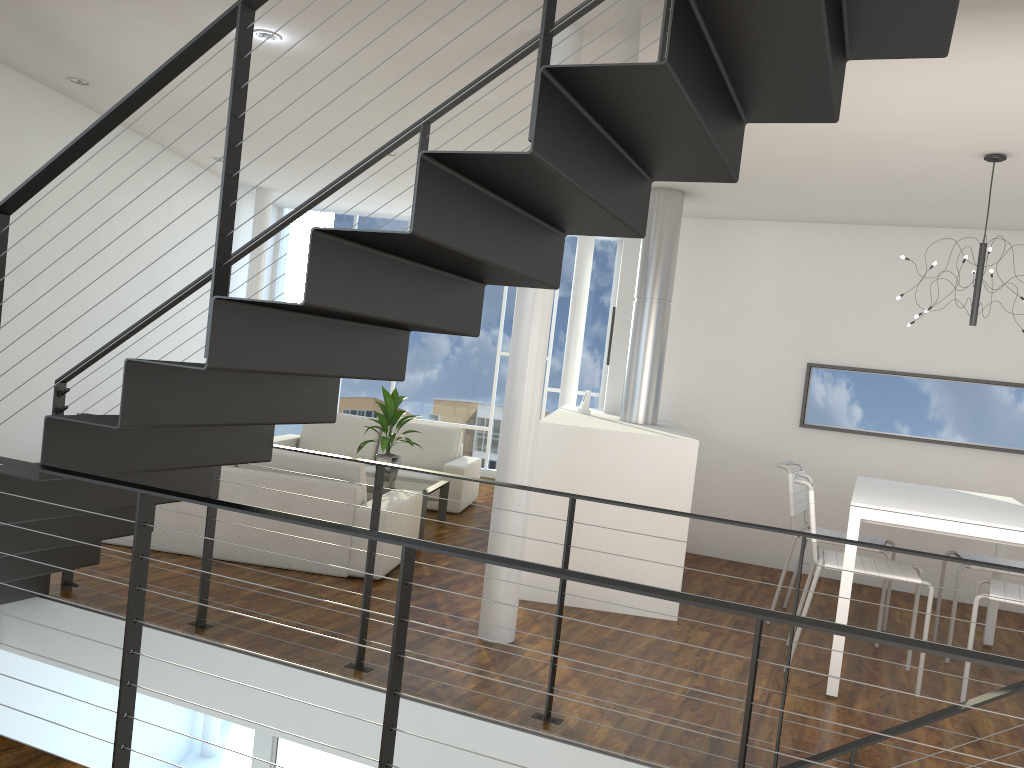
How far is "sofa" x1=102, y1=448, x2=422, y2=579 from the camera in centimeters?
418cm

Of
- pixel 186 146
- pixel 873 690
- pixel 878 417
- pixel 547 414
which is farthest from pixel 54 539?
pixel 547 414

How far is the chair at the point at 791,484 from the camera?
4.2 meters

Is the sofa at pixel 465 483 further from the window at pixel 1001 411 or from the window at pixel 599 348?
the window at pixel 1001 411

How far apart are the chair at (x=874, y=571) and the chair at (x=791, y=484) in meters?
0.4 m

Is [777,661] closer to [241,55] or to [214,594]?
[214,594]

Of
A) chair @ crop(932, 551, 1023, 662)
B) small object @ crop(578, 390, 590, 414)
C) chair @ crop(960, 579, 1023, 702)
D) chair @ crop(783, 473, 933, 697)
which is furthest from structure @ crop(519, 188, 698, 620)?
chair @ crop(932, 551, 1023, 662)

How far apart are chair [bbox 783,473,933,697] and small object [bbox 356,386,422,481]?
2.59m

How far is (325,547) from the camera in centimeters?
419cm

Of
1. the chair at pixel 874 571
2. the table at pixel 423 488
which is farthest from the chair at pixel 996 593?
the table at pixel 423 488
